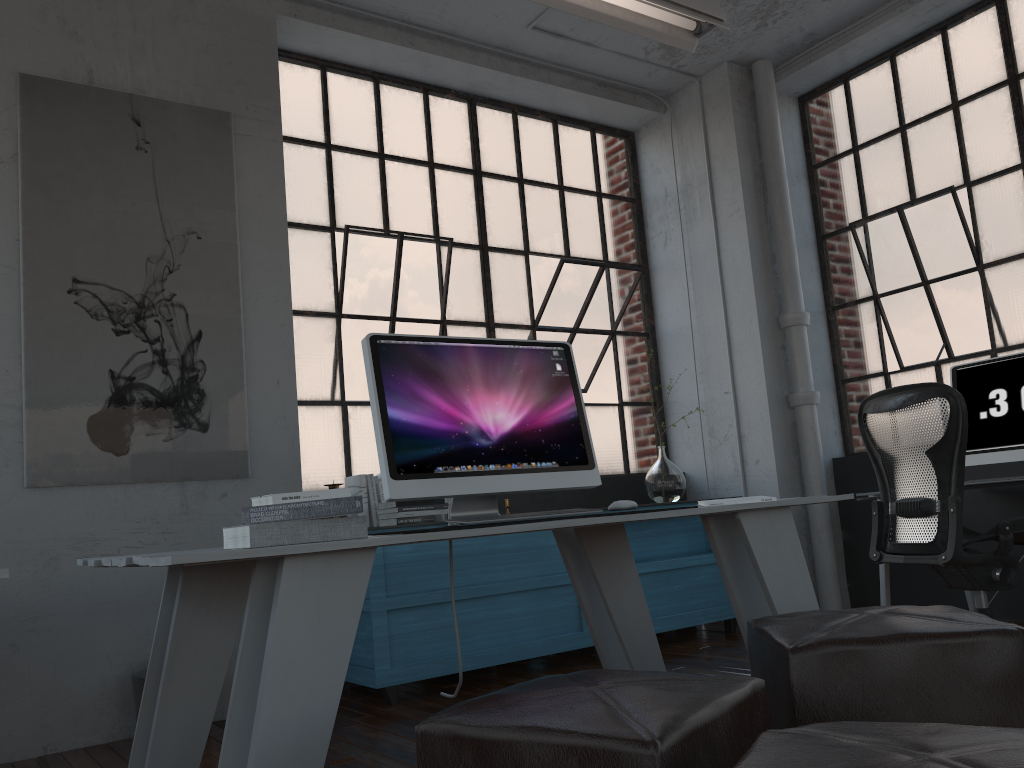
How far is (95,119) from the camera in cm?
367

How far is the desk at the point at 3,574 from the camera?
1.47m

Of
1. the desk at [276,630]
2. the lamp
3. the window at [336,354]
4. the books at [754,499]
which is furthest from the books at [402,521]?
the lamp

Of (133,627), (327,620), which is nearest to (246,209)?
(133,627)

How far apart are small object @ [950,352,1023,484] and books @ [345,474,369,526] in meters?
2.7

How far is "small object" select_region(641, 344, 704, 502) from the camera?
4.9m

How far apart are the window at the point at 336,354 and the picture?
0.5m

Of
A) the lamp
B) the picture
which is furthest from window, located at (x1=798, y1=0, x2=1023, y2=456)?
the picture

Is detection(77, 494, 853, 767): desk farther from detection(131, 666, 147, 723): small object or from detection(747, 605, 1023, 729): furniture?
detection(131, 666, 147, 723): small object

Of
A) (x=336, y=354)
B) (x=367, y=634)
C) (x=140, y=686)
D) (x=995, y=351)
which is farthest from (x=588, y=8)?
(x=140, y=686)
